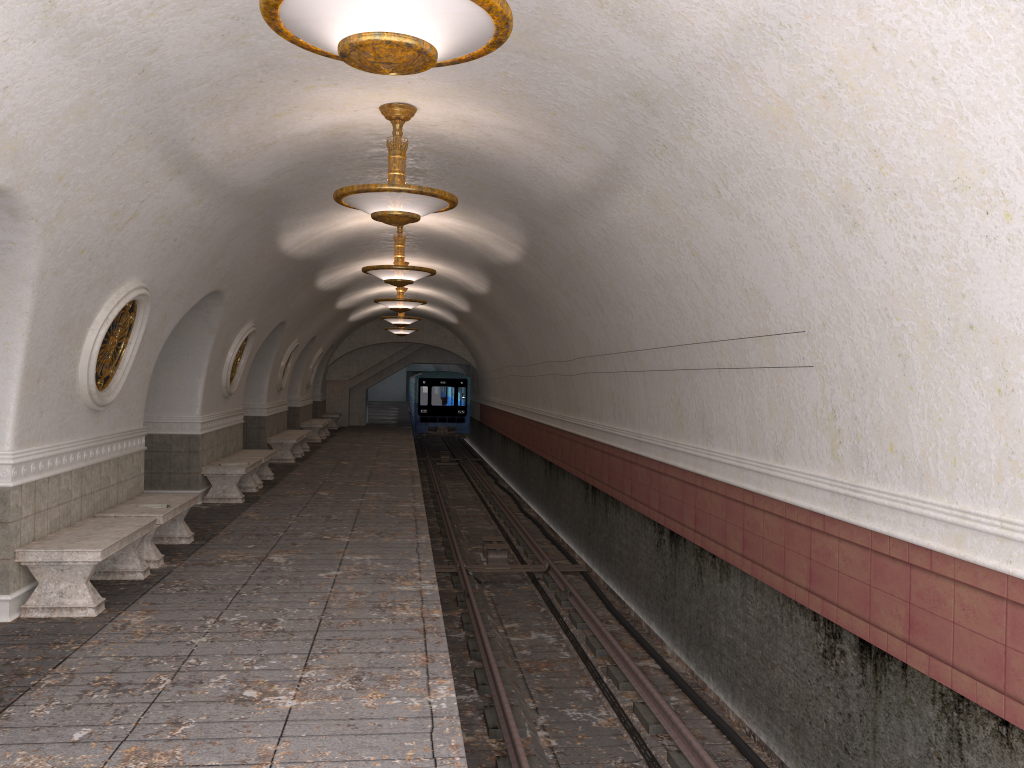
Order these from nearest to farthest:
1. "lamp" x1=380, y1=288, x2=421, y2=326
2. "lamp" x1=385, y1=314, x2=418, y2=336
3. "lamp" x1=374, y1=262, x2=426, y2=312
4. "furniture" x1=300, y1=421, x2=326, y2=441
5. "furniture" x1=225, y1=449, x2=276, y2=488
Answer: "furniture" x1=225, y1=449, x2=276, y2=488 → "lamp" x1=374, y1=262, x2=426, y2=312 → "lamp" x1=380, y1=288, x2=421, y2=326 → "furniture" x1=300, y1=421, x2=326, y2=441 → "lamp" x1=385, y1=314, x2=418, y2=336

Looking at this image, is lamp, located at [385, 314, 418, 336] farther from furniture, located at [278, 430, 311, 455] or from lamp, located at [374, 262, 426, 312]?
lamp, located at [374, 262, 426, 312]

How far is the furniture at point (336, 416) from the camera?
30.6 meters

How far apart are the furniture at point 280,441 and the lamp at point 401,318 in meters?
3.8 m

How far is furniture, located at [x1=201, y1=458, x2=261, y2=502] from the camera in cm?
1248

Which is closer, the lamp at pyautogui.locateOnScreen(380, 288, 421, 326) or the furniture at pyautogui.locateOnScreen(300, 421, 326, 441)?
the lamp at pyautogui.locateOnScreen(380, 288, 421, 326)

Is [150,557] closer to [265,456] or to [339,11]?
[265,456]

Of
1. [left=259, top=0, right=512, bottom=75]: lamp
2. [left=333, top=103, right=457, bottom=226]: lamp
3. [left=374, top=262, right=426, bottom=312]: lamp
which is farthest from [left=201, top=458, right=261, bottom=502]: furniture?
[left=259, top=0, right=512, bottom=75]: lamp

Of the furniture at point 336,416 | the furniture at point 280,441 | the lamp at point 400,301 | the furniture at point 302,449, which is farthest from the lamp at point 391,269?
the furniture at point 336,416

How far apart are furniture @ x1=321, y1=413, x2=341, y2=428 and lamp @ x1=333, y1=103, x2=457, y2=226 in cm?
2398
